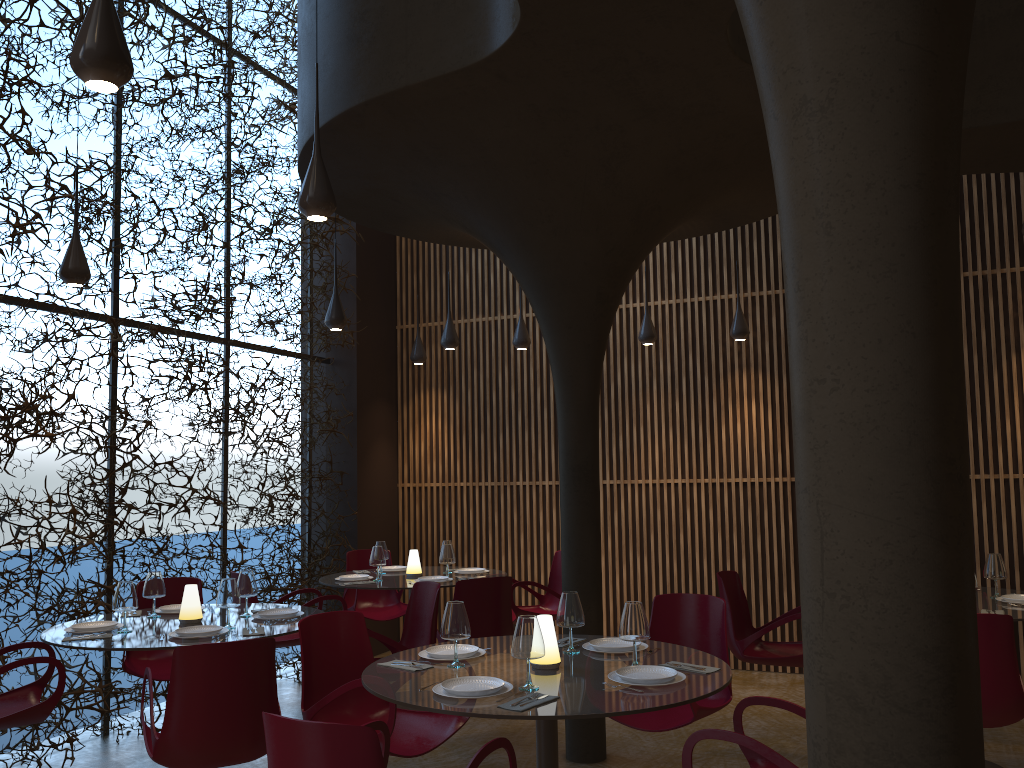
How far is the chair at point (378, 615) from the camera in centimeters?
877cm

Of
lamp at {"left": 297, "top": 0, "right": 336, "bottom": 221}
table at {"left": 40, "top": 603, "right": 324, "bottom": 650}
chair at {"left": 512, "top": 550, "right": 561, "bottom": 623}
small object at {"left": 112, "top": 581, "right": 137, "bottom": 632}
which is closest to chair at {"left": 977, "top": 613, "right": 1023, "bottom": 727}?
table at {"left": 40, "top": 603, "right": 324, "bottom": 650}

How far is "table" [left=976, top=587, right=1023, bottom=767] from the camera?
5.3m

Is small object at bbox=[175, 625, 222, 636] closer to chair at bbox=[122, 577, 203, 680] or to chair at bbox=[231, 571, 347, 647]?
chair at bbox=[122, 577, 203, 680]

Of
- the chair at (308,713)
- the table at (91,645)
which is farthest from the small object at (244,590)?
the chair at (308,713)

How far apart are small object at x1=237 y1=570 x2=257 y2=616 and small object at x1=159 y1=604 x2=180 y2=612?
0.5 meters

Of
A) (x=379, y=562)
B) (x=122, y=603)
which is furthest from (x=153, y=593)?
(x=379, y=562)

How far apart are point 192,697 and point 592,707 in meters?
1.9 m

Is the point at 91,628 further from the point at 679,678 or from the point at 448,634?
the point at 679,678

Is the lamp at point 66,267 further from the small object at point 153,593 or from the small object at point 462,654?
the small object at point 462,654
